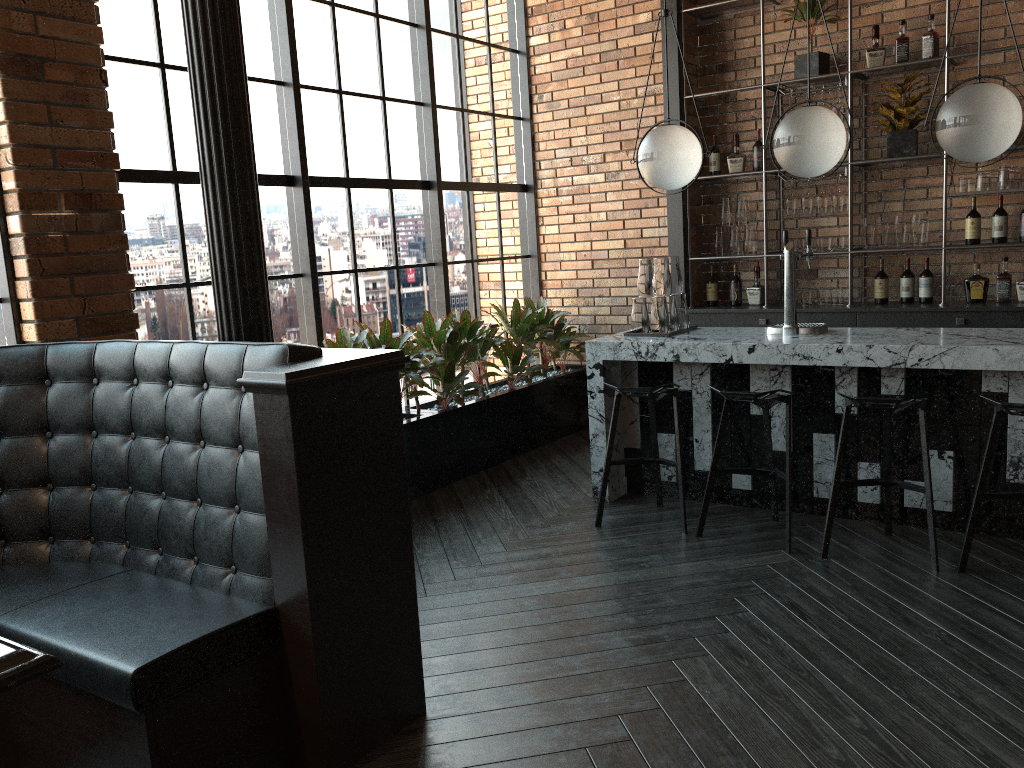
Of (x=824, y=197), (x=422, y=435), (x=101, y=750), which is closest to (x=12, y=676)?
(x=101, y=750)

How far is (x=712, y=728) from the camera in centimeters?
261cm

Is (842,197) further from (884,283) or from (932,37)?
(932,37)

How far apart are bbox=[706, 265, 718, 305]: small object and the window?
1.4 meters

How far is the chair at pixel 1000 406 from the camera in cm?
356

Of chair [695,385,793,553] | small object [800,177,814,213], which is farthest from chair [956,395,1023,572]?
small object [800,177,814,213]

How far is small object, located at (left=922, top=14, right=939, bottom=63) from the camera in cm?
548

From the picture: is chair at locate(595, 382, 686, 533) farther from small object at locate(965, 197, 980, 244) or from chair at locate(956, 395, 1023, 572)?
small object at locate(965, 197, 980, 244)

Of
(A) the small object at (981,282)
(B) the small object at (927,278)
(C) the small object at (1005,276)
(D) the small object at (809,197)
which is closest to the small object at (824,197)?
(D) the small object at (809,197)

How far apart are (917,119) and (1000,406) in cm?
272
